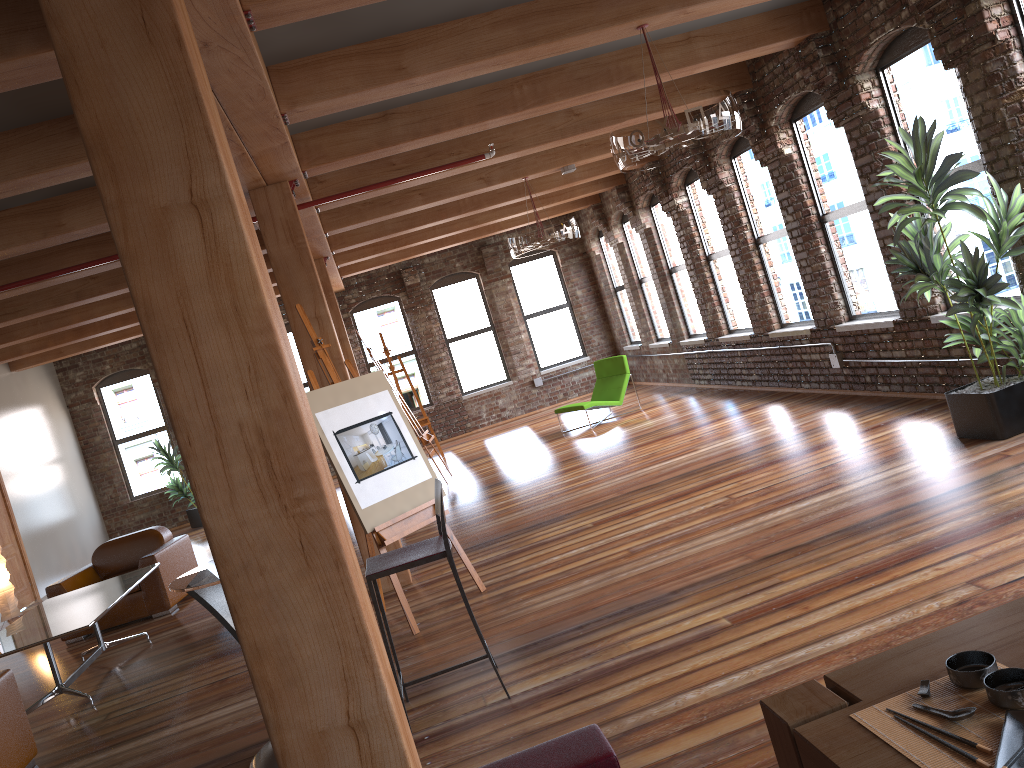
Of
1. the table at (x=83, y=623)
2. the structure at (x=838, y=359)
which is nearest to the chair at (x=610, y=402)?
the structure at (x=838, y=359)

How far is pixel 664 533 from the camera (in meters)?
5.83

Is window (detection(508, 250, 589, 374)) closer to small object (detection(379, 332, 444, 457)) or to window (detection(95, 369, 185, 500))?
small object (detection(379, 332, 444, 457))

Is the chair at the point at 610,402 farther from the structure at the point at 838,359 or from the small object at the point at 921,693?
the small object at the point at 921,693

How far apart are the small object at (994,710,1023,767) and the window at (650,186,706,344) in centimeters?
1044cm

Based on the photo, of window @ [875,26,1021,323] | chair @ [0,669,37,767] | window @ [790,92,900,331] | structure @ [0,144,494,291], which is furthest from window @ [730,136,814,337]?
chair @ [0,669,37,767]

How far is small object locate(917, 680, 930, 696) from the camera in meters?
1.9

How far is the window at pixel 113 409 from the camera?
15.13m

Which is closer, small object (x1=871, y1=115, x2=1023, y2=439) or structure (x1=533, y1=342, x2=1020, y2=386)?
small object (x1=871, y1=115, x2=1023, y2=439)

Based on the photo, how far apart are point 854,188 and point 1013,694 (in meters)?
6.80
